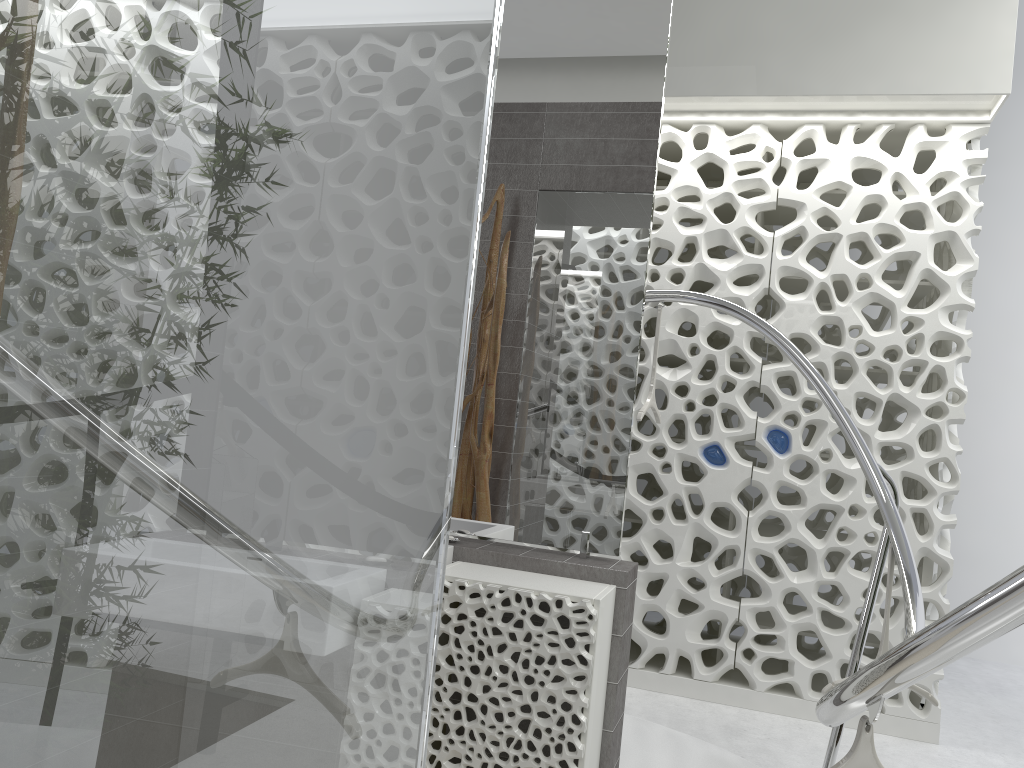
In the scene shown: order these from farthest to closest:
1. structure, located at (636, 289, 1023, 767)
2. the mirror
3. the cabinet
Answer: the mirror, the cabinet, structure, located at (636, 289, 1023, 767)

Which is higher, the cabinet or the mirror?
the mirror

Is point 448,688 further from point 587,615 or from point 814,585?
point 814,585

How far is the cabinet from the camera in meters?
2.3 m

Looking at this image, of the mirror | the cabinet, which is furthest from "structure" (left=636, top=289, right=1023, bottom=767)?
the mirror

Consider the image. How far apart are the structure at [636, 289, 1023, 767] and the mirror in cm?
94

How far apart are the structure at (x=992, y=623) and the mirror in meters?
0.9 m

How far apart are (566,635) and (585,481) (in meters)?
0.54

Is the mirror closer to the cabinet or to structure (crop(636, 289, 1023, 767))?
the cabinet

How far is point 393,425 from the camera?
0.9 meters
